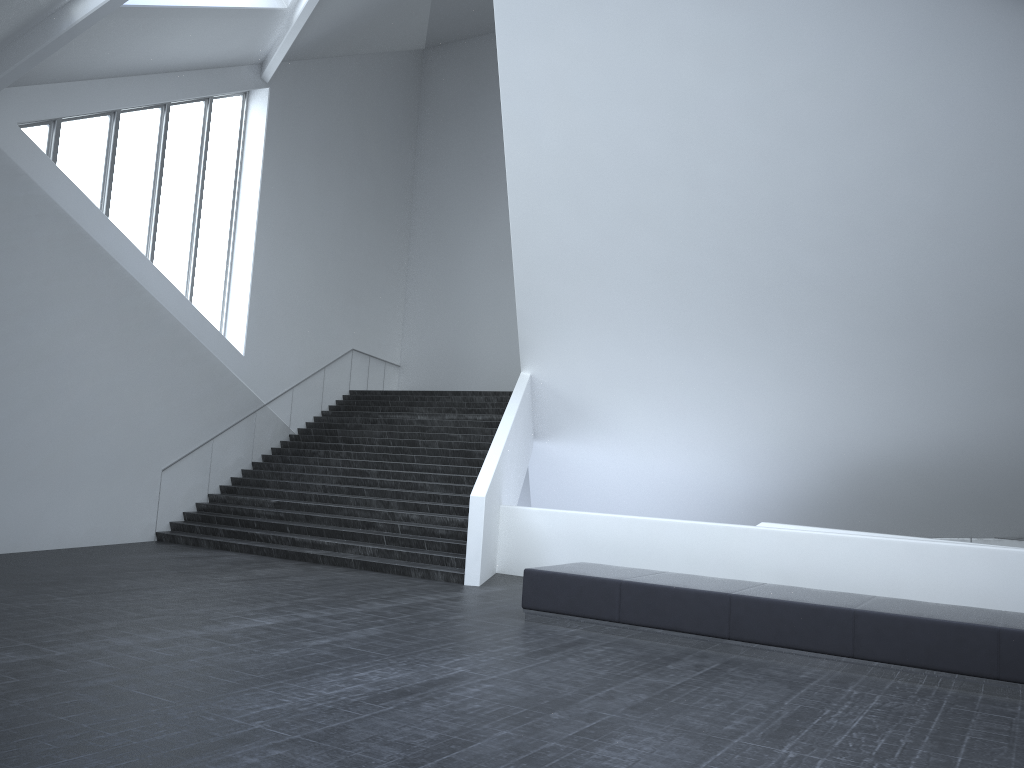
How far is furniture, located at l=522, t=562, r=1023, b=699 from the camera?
7.5m

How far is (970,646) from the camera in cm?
754

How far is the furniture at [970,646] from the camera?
7.54m
